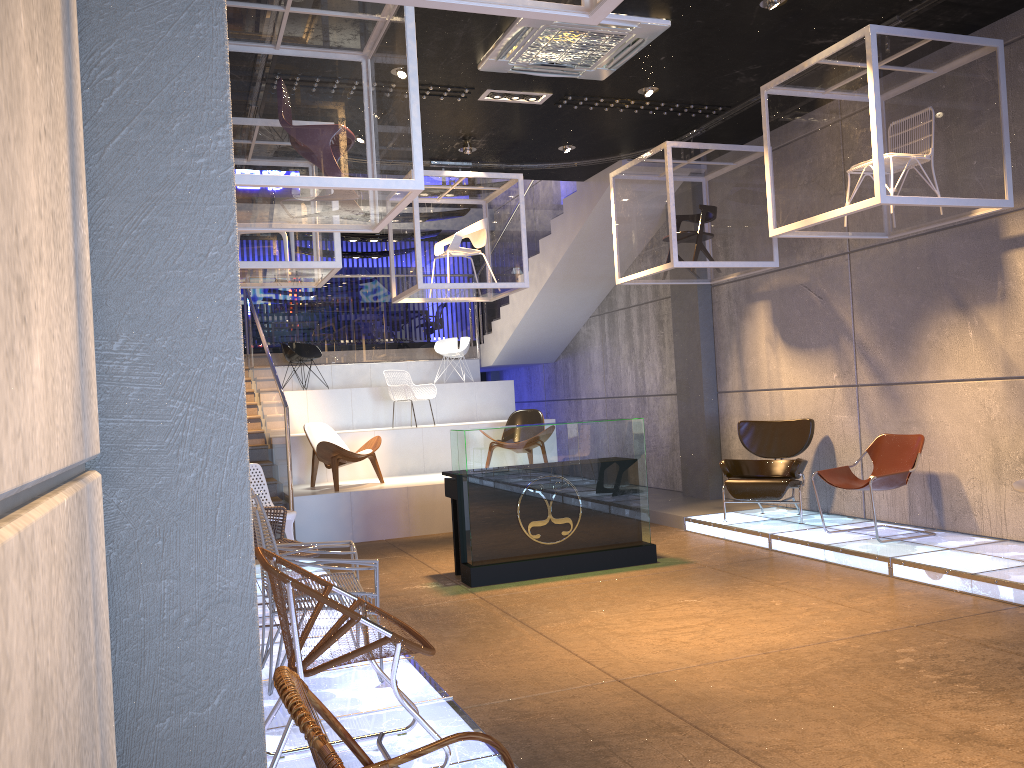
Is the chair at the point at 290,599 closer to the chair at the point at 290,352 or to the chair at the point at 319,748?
the chair at the point at 319,748

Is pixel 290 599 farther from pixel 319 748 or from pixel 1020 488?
pixel 1020 488

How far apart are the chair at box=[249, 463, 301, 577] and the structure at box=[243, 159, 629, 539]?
1.79m

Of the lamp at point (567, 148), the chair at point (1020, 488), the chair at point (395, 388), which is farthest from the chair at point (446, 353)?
the chair at point (1020, 488)

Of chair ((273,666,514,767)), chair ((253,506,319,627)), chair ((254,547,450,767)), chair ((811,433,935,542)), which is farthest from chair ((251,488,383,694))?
chair ((811,433,935,542))

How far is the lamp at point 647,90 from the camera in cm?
766

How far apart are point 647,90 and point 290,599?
6.1m

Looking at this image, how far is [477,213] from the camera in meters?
9.1

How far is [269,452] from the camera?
10.74m

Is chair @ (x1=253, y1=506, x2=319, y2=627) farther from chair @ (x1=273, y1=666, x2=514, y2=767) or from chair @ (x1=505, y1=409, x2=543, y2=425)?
chair @ (x1=505, y1=409, x2=543, y2=425)
